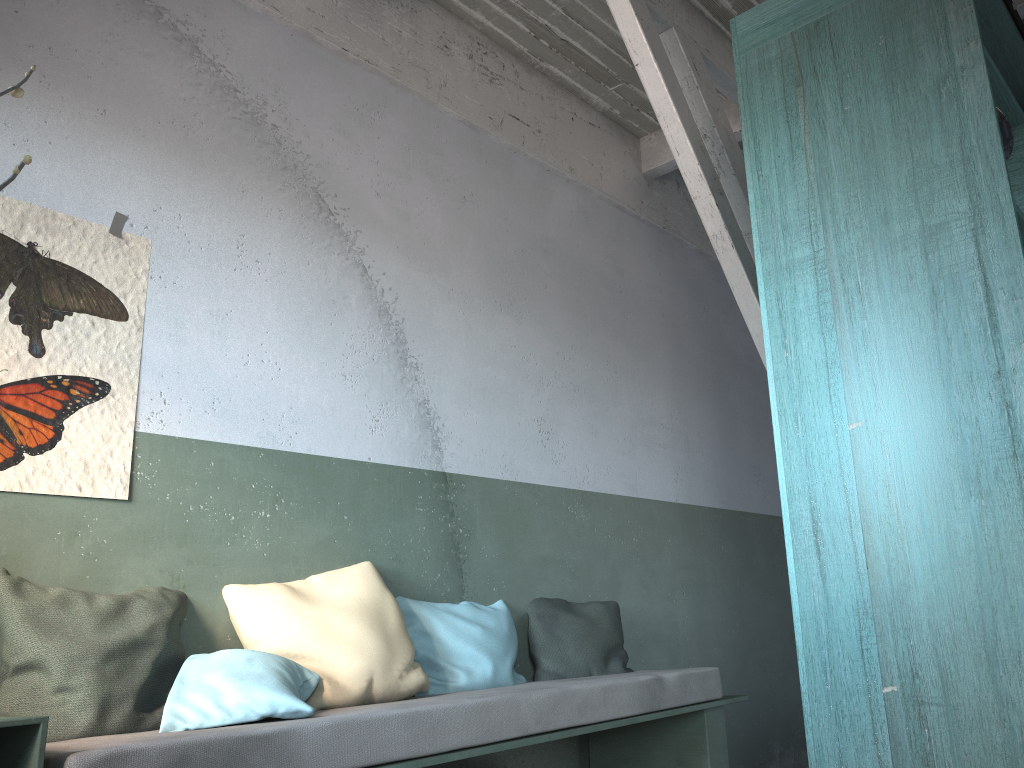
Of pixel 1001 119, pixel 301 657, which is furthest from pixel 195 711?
pixel 1001 119

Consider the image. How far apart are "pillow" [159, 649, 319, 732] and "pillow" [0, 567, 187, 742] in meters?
0.1 m

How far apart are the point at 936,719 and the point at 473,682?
1.95m

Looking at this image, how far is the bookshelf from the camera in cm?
241

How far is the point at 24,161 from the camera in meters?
0.7

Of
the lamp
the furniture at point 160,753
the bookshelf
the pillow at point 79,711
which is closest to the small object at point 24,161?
the furniture at point 160,753

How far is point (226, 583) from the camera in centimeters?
342cm

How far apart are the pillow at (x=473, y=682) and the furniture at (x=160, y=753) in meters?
0.1

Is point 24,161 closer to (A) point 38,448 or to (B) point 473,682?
(A) point 38,448

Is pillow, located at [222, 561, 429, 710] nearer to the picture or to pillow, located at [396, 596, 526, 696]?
pillow, located at [396, 596, 526, 696]
